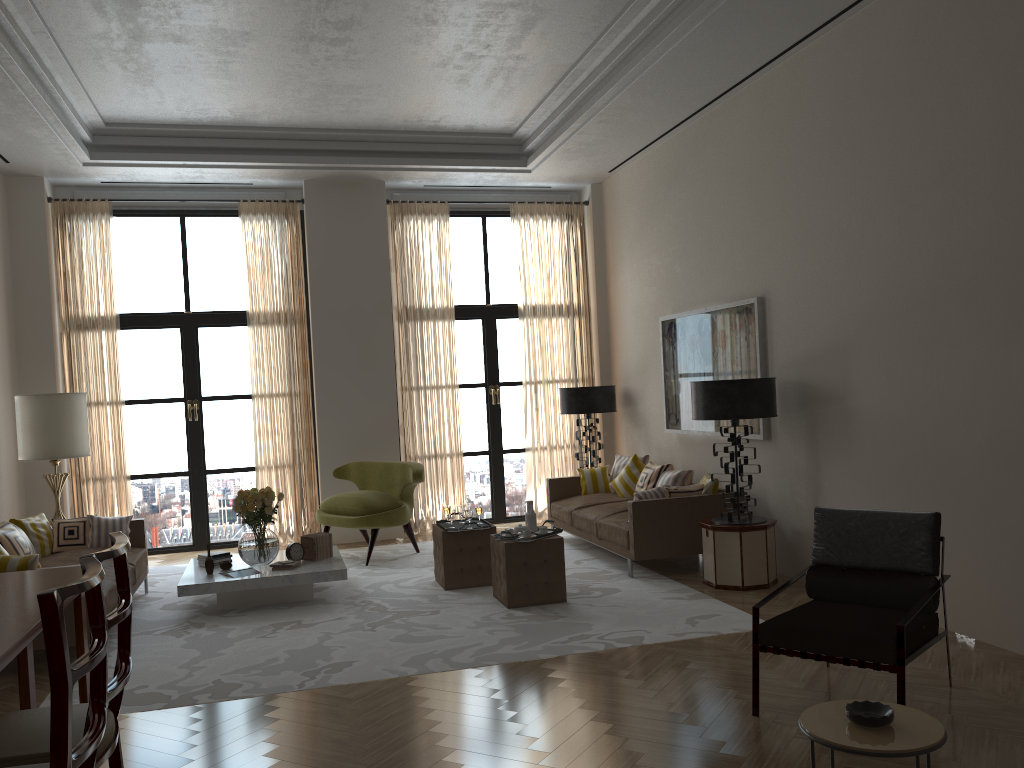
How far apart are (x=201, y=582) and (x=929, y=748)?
6.76m

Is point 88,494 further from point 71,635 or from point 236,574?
point 71,635

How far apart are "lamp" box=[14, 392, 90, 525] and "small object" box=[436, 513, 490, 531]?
4.4m

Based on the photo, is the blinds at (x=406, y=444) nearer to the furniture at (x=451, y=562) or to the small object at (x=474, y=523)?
the small object at (x=474, y=523)

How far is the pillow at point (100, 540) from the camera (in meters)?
9.24

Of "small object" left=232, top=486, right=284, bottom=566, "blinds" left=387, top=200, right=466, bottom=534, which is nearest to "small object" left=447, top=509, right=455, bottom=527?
"small object" left=232, top=486, right=284, bottom=566

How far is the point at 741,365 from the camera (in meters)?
9.53

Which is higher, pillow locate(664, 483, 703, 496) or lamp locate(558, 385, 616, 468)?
lamp locate(558, 385, 616, 468)

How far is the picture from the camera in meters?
9.3

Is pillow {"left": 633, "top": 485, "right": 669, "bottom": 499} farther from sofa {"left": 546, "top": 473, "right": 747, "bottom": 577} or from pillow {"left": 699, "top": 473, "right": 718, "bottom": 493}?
pillow {"left": 699, "top": 473, "right": 718, "bottom": 493}
